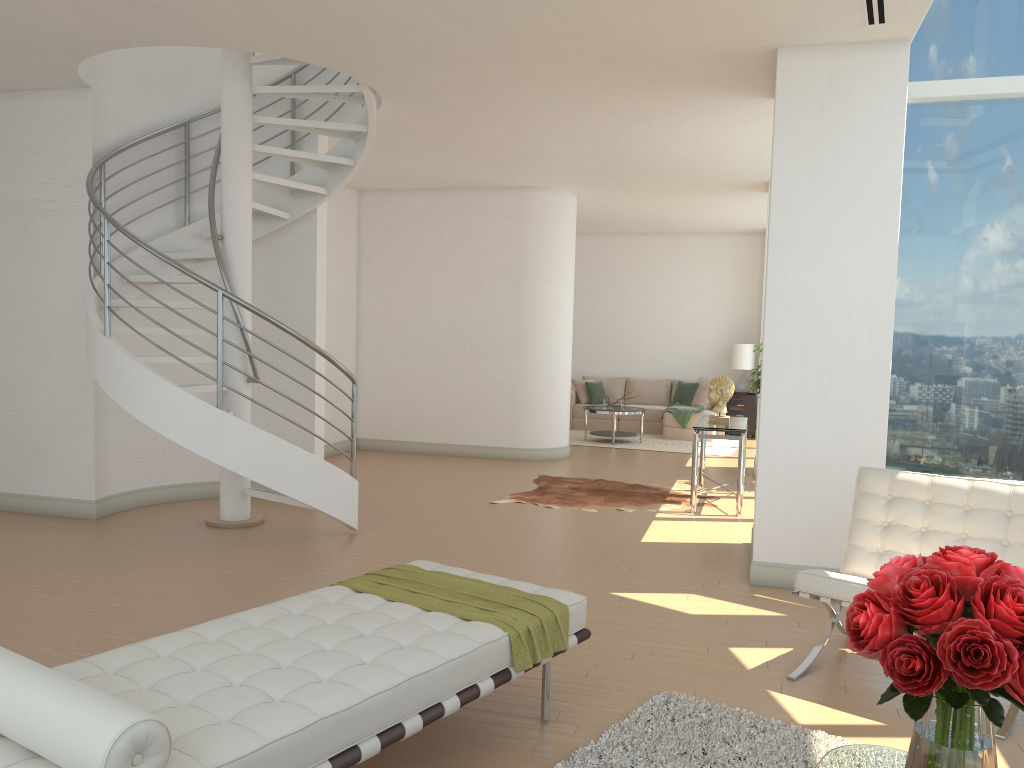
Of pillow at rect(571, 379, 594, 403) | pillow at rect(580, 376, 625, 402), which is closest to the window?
pillow at rect(571, 379, 594, 403)

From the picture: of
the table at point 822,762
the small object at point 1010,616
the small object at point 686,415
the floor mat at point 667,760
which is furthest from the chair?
the small object at point 686,415

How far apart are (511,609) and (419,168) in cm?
732

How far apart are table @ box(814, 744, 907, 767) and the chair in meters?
1.4 m

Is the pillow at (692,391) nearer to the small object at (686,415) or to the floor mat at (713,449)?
→ the small object at (686,415)

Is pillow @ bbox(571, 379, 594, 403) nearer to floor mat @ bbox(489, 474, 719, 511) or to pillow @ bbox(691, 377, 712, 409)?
pillow @ bbox(691, 377, 712, 409)

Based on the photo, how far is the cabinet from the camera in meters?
14.4

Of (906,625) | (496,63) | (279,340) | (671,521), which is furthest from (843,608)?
(279,340)

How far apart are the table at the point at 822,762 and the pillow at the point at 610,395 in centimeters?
1275cm

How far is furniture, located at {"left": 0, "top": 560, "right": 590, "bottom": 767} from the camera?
2.08m
